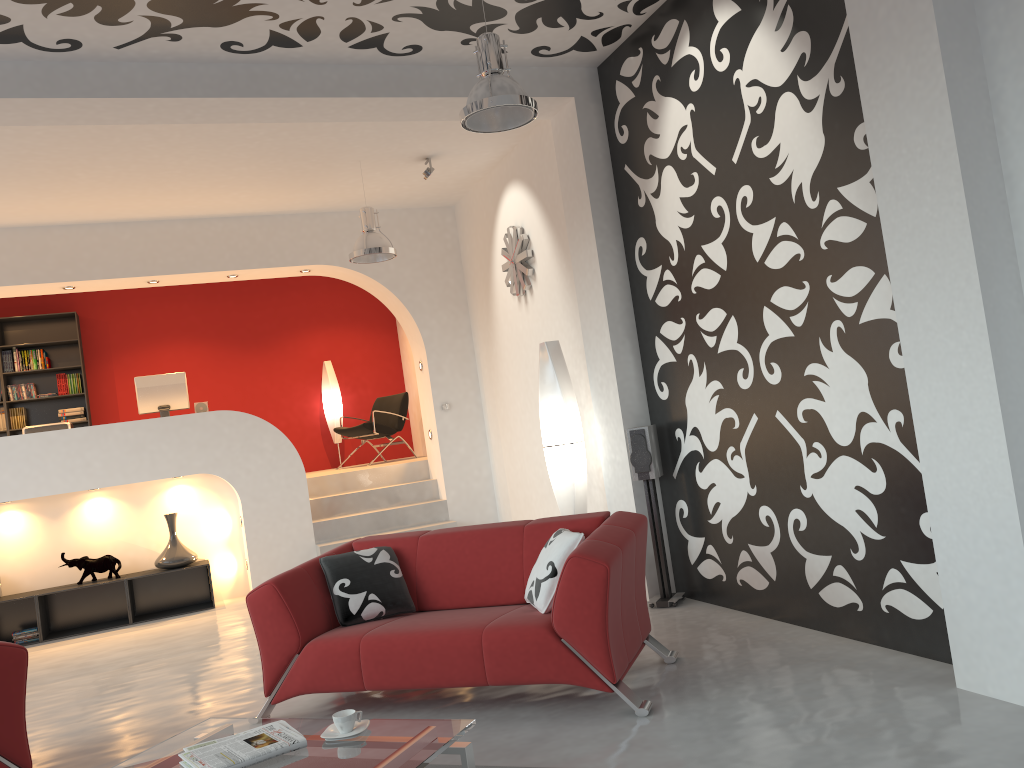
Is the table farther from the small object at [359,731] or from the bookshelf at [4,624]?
the bookshelf at [4,624]

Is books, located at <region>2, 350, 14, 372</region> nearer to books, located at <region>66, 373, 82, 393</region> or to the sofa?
books, located at <region>66, 373, 82, 393</region>

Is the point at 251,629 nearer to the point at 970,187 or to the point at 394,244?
the point at 394,244

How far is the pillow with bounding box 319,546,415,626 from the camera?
4.3 meters

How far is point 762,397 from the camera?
4.6 meters

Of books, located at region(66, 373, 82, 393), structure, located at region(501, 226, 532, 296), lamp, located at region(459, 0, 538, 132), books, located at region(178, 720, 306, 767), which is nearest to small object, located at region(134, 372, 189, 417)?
books, located at region(66, 373, 82, 393)

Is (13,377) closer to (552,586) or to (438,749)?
(552,586)

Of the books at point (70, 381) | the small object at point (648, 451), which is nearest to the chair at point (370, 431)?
the books at point (70, 381)

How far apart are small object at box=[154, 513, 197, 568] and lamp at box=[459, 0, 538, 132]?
5.18m

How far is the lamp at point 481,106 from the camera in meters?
4.1
